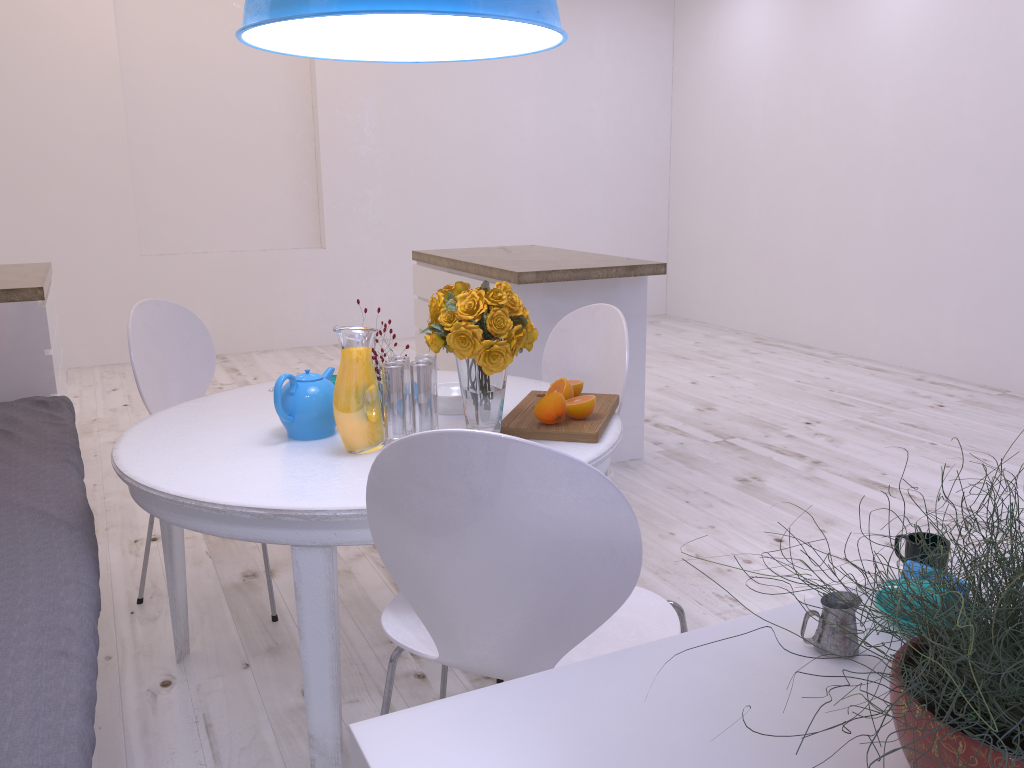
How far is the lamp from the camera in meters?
1.3 m

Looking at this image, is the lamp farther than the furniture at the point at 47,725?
Yes

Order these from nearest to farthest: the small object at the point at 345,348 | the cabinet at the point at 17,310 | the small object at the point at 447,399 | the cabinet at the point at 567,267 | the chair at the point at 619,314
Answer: the small object at the point at 345,348, the small object at the point at 447,399, the chair at the point at 619,314, the cabinet at the point at 17,310, the cabinet at the point at 567,267

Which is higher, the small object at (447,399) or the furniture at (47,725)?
the small object at (447,399)

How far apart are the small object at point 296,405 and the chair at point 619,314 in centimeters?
71cm

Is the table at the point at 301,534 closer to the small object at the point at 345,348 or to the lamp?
the small object at the point at 345,348

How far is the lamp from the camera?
1.3 meters

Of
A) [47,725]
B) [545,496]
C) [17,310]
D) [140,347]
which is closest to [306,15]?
[545,496]

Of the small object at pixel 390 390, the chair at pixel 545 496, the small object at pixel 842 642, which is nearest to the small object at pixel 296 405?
the small object at pixel 390 390

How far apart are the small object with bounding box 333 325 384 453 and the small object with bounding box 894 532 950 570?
1.03m
